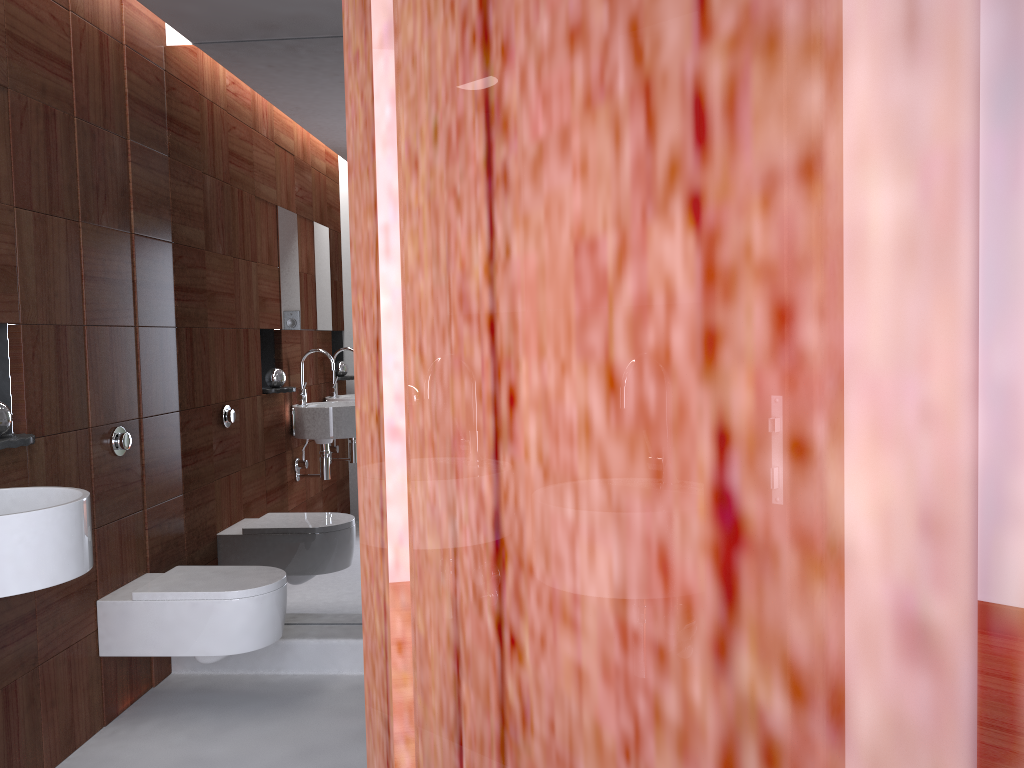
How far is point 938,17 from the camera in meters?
0.1 m

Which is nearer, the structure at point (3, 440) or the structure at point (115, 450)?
the structure at point (3, 440)

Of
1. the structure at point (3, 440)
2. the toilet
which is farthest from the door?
the toilet

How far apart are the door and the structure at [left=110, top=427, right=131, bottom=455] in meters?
2.6

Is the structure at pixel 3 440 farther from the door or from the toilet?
the door

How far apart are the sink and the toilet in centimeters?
70cm

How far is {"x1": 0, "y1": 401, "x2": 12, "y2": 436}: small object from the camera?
2.3 meters

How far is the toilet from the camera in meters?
2.8

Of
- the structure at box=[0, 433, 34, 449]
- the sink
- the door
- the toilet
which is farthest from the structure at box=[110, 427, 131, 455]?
the door

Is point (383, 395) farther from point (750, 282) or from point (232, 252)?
point (232, 252)
